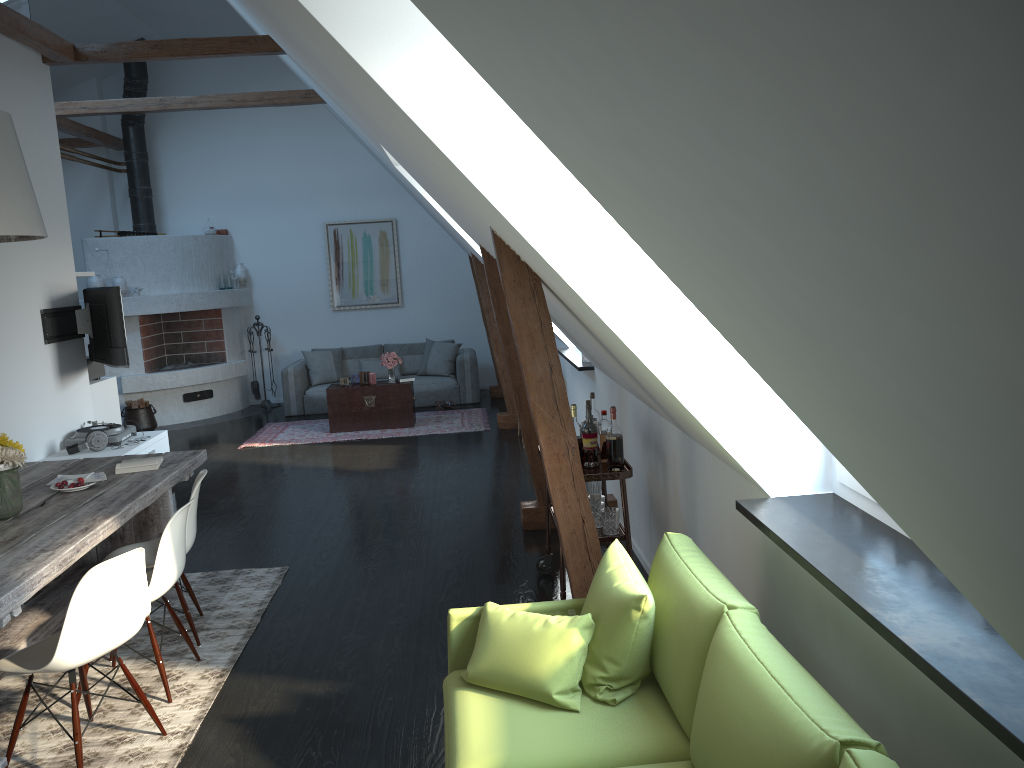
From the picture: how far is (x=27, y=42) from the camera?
6.3 meters

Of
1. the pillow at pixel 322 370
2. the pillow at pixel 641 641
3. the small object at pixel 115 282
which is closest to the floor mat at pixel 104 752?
the pillow at pixel 641 641

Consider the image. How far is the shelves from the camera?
Result: 4.1 meters

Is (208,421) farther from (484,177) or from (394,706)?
(484,177)

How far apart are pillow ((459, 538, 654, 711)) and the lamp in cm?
240

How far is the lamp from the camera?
3.5m

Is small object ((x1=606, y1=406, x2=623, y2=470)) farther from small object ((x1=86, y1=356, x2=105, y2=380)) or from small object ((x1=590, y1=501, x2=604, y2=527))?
small object ((x1=86, y1=356, x2=105, y2=380))

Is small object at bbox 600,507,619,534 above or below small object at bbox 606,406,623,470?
below

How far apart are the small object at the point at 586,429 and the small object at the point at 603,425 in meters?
0.1 m

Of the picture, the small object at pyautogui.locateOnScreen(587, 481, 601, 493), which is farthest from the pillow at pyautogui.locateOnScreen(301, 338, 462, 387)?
the small object at pyautogui.locateOnScreen(587, 481, 601, 493)
